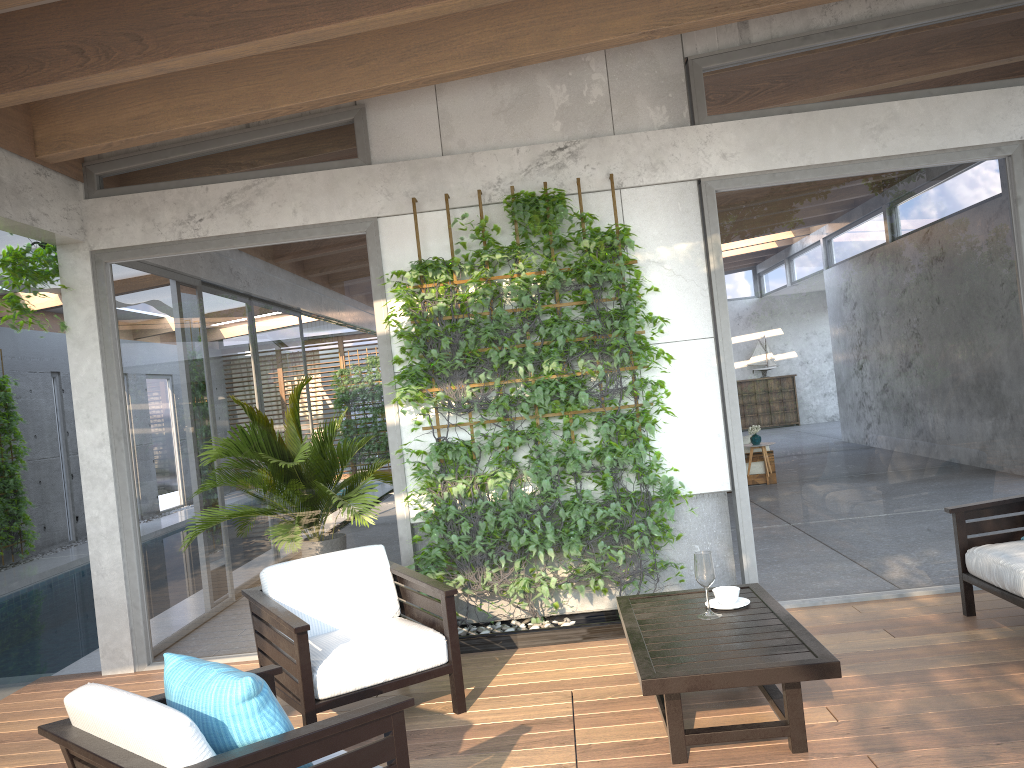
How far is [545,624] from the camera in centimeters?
521cm

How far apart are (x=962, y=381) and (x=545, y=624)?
2.9m

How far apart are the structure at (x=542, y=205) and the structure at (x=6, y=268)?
2.1 meters

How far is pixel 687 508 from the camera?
5.5m

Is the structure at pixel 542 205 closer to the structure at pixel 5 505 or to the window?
the window

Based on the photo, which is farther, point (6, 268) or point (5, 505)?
point (5, 505)

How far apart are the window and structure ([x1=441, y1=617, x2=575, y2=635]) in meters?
0.6

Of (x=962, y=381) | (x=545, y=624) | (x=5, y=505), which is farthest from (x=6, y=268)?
(x=5, y=505)

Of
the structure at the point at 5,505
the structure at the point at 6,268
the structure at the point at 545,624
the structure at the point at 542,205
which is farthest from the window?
the structure at the point at 5,505

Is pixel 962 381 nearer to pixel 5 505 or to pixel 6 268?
pixel 6 268
